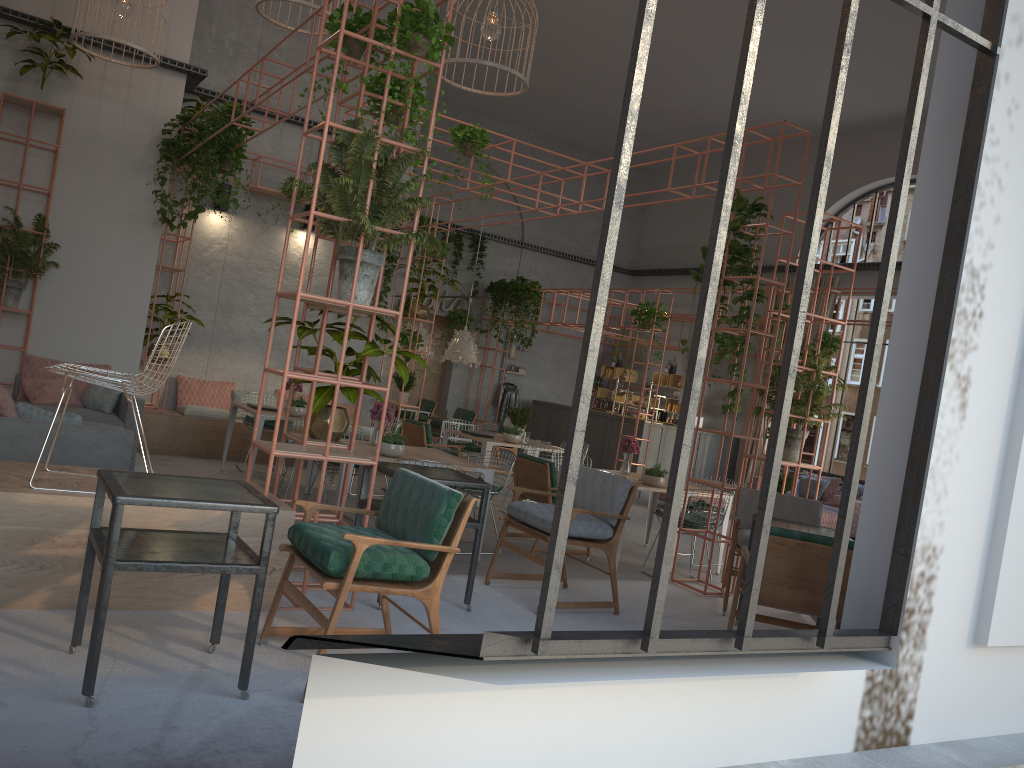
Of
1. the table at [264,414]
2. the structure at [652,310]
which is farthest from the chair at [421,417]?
the table at [264,414]

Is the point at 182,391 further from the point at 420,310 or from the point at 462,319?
the point at 462,319

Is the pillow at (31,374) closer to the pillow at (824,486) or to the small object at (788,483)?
the small object at (788,483)

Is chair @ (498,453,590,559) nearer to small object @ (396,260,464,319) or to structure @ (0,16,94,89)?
small object @ (396,260,464,319)

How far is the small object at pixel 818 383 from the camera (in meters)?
8.06

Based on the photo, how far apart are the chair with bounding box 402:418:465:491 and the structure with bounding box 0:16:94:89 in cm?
555

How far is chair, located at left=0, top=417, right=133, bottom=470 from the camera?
5.8m

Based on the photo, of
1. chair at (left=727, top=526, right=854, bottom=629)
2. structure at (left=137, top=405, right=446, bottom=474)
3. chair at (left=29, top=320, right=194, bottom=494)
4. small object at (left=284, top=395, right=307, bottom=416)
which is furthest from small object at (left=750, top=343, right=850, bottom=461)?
structure at (left=137, top=405, right=446, bottom=474)

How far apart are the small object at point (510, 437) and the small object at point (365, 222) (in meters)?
5.93

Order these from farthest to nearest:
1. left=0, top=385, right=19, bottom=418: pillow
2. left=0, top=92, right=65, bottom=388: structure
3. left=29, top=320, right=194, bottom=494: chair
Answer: left=0, top=92, right=65, bottom=388: structure → left=0, top=385, right=19, bottom=418: pillow → left=29, top=320, right=194, bottom=494: chair
